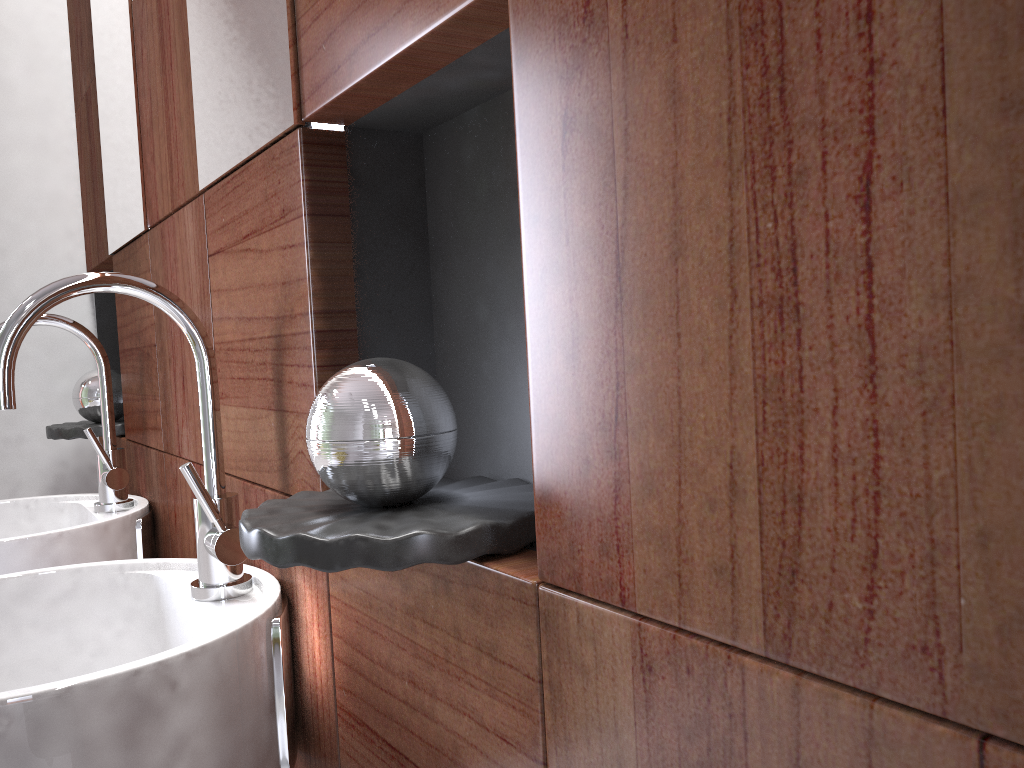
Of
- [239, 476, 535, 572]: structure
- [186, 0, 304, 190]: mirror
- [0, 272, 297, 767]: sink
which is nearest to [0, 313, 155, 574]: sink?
[0, 272, 297, 767]: sink

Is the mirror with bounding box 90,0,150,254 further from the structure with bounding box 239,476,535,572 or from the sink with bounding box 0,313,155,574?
the structure with bounding box 239,476,535,572

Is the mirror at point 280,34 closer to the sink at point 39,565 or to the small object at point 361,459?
the small object at point 361,459

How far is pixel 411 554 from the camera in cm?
51

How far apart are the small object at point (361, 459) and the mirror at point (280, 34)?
0.25m

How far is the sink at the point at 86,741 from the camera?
0.61m

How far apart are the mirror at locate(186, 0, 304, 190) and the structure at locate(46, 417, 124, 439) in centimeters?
76cm

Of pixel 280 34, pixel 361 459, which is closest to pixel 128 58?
pixel 280 34

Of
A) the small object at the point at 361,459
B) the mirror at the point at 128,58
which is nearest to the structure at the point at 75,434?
the small object at the point at 361,459

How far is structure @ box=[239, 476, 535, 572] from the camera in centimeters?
51cm
